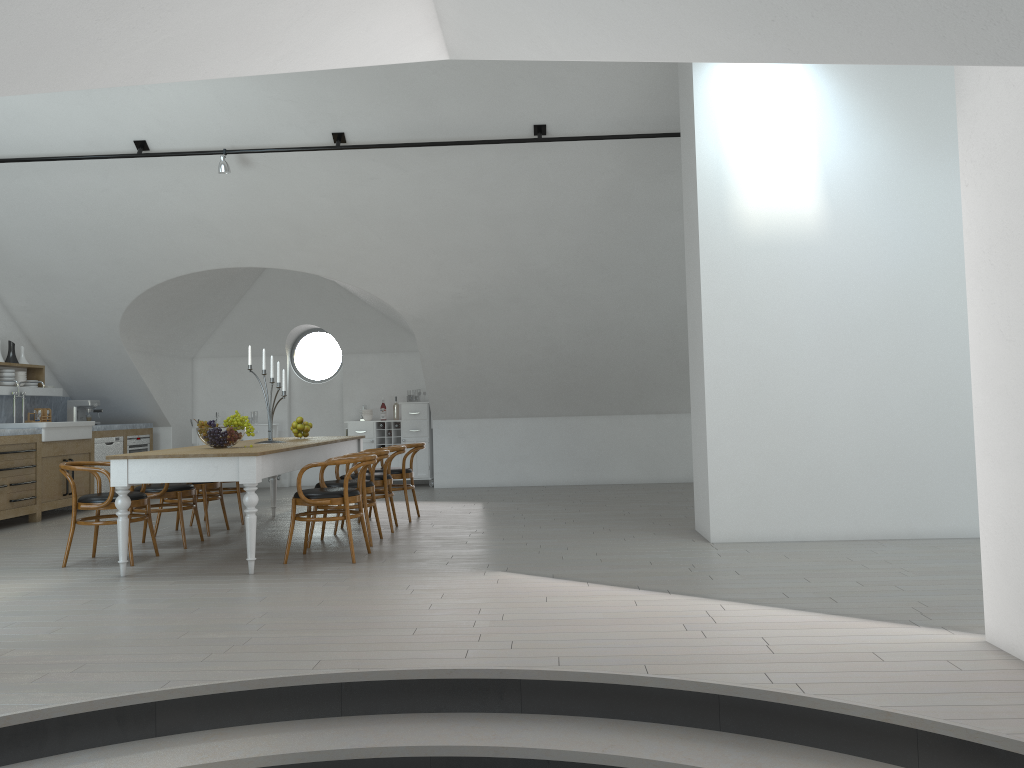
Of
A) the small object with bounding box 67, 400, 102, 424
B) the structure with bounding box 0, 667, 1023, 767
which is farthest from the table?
the small object with bounding box 67, 400, 102, 424

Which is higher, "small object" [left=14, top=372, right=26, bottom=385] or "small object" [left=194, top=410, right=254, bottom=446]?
"small object" [left=14, top=372, right=26, bottom=385]

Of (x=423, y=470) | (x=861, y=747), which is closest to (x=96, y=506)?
(x=861, y=747)

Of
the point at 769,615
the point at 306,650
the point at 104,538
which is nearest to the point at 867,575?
the point at 769,615

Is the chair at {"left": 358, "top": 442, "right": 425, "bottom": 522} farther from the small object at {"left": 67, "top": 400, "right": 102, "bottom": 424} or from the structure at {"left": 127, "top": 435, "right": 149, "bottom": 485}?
the small object at {"left": 67, "top": 400, "right": 102, "bottom": 424}

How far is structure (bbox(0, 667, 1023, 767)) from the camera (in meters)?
3.04

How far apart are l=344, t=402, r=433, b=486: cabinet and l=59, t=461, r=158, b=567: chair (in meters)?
5.48

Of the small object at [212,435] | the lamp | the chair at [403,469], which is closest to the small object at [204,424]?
the small object at [212,435]

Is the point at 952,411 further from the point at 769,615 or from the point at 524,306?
the point at 524,306

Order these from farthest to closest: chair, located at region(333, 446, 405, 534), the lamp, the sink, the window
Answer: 1. the window
2. the sink
3. the lamp
4. chair, located at region(333, 446, 405, 534)
